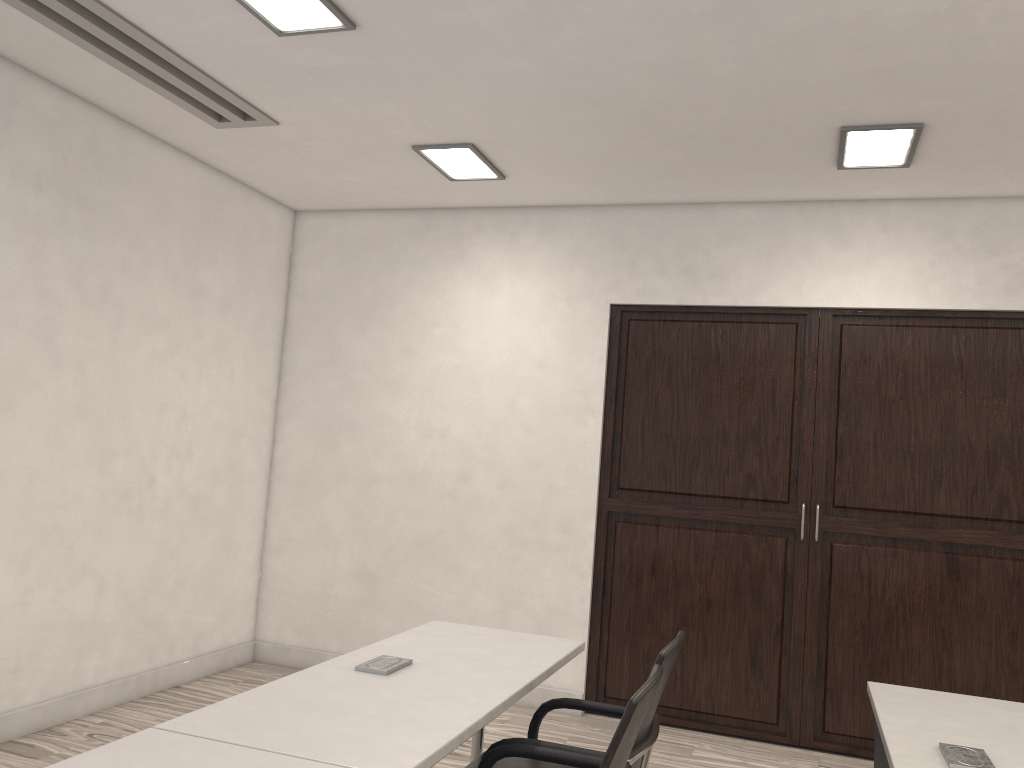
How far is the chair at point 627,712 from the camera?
1.87m

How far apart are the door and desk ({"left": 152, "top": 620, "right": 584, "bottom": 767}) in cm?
199

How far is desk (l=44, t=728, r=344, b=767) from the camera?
1.7m

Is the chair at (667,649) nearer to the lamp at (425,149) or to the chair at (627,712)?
the chair at (627,712)

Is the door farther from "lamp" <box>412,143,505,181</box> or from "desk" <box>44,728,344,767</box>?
"desk" <box>44,728,344,767</box>

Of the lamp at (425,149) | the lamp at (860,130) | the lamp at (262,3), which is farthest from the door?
the lamp at (262,3)

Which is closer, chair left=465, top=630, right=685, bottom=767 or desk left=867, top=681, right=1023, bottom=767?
desk left=867, top=681, right=1023, bottom=767

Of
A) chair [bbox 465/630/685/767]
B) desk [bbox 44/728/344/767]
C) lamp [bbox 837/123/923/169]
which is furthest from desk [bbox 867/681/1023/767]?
lamp [bbox 837/123/923/169]

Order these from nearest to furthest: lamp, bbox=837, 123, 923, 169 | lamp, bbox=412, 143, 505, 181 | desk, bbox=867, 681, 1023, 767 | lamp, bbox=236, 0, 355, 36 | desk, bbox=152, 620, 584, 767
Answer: desk, bbox=152, 620, 584, 767 → desk, bbox=867, 681, 1023, 767 → lamp, bbox=236, 0, 355, 36 → lamp, bbox=837, 123, 923, 169 → lamp, bbox=412, 143, 505, 181

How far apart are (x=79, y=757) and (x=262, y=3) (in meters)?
2.49
